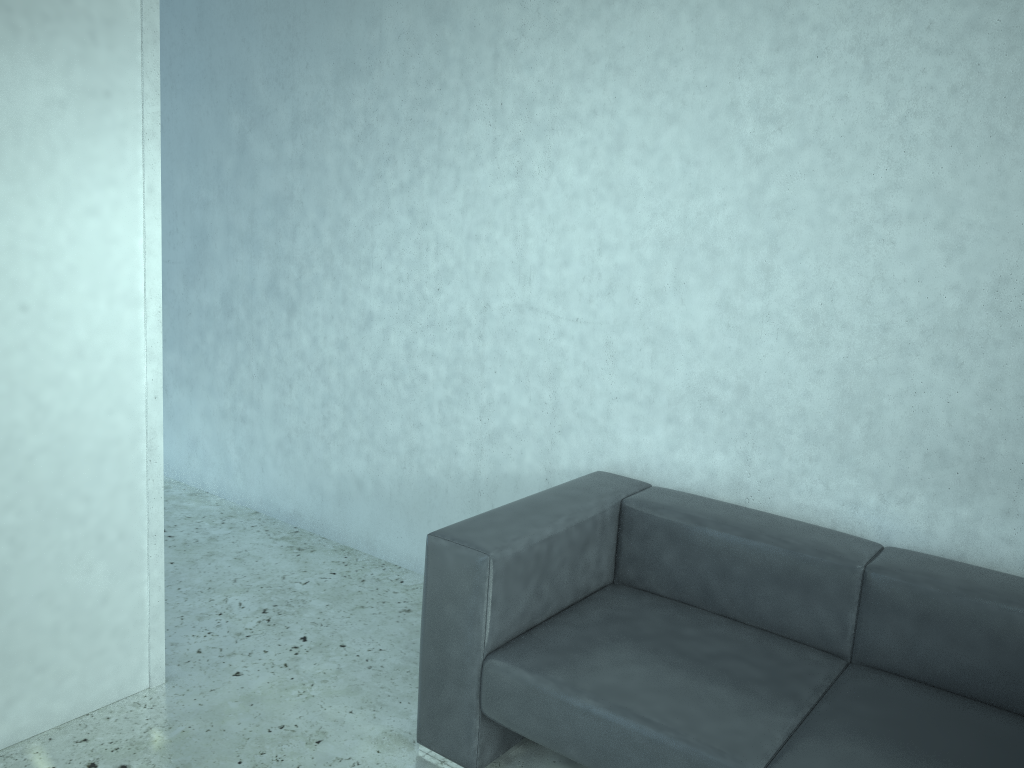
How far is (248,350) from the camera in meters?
4.3

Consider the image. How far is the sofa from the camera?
2.1m

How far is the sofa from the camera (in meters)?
2.07

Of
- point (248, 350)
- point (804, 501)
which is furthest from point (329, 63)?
point (804, 501)

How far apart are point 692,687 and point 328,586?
1.81m

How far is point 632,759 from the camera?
2.1 meters
